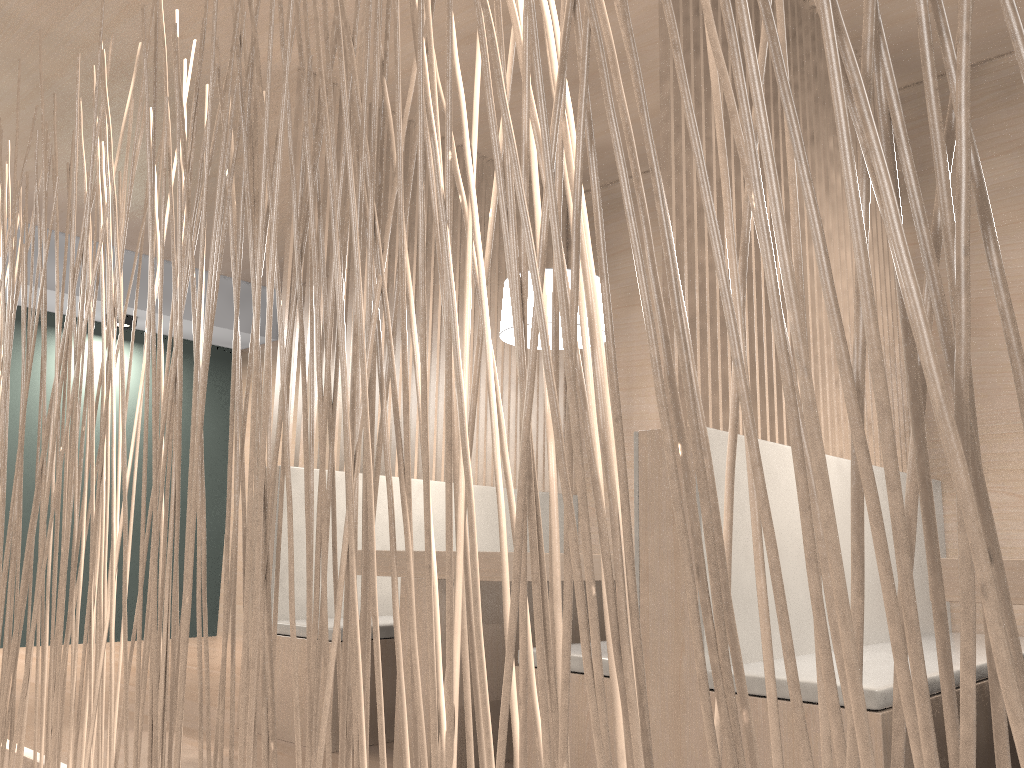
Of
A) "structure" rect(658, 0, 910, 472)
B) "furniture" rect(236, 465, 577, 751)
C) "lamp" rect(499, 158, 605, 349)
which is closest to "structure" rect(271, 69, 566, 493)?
"furniture" rect(236, 465, 577, 751)

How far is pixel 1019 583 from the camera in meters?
1.0

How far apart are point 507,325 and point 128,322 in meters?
2.4 m

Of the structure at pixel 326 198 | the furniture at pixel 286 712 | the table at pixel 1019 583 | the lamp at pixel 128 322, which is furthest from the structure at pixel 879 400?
the lamp at pixel 128 322

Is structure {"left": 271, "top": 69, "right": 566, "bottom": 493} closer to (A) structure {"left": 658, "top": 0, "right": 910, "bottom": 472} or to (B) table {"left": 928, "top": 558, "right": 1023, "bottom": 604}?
(A) structure {"left": 658, "top": 0, "right": 910, "bottom": 472}

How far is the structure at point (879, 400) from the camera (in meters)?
0.31

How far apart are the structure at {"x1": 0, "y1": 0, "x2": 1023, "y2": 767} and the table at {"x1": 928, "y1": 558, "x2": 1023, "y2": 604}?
0.7 meters

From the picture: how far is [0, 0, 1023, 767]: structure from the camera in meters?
0.3 m

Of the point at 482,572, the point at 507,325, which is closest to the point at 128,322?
the point at 507,325

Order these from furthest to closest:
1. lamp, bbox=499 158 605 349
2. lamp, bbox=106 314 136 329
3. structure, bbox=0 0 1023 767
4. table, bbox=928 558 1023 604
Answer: lamp, bbox=106 314 136 329
lamp, bbox=499 158 605 349
table, bbox=928 558 1023 604
structure, bbox=0 0 1023 767
